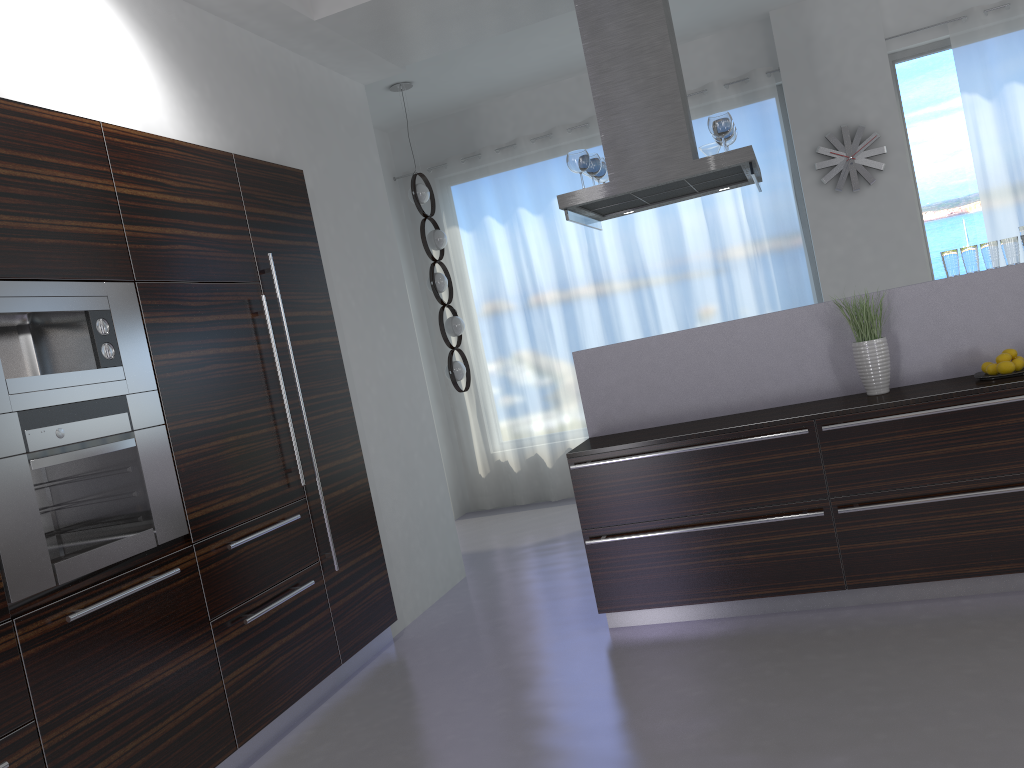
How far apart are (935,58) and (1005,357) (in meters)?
3.95

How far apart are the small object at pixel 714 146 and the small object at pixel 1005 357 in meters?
1.9 m

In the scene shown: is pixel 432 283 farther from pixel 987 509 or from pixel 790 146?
pixel 987 509

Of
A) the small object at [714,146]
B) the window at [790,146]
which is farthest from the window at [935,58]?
the small object at [714,146]

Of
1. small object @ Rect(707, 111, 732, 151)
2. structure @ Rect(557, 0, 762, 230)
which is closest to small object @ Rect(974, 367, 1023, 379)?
structure @ Rect(557, 0, 762, 230)

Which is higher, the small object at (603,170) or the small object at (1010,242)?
the small object at (603,170)

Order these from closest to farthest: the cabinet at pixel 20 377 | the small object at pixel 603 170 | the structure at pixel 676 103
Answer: the cabinet at pixel 20 377 < the structure at pixel 676 103 < the small object at pixel 603 170

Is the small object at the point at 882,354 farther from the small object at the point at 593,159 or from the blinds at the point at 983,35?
the blinds at the point at 983,35

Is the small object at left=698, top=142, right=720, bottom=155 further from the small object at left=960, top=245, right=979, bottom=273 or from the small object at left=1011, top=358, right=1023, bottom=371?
the small object at left=1011, top=358, right=1023, bottom=371

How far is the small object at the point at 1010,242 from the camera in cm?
387
